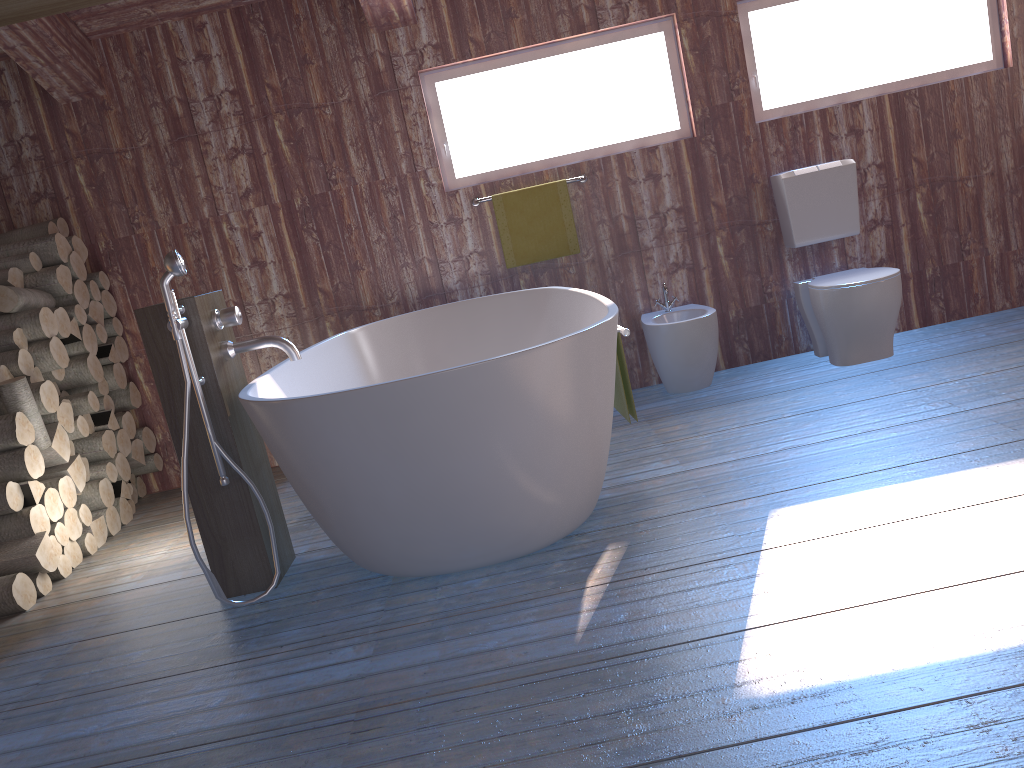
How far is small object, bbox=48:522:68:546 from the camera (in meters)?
3.44

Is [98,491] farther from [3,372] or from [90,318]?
[90,318]

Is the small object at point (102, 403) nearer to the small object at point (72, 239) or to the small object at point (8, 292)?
the small object at point (8, 292)

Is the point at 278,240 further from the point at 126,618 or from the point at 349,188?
the point at 126,618

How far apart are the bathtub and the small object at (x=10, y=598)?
Result: 0.85m

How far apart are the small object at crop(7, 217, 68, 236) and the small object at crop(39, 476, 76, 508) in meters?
1.4 m

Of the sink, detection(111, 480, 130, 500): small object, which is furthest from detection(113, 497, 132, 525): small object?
the sink

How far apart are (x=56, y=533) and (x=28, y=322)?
0.91m

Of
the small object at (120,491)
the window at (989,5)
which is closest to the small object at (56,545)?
the small object at (120,491)

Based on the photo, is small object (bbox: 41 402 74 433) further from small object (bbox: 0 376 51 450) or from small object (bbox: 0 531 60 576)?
small object (bbox: 0 531 60 576)
